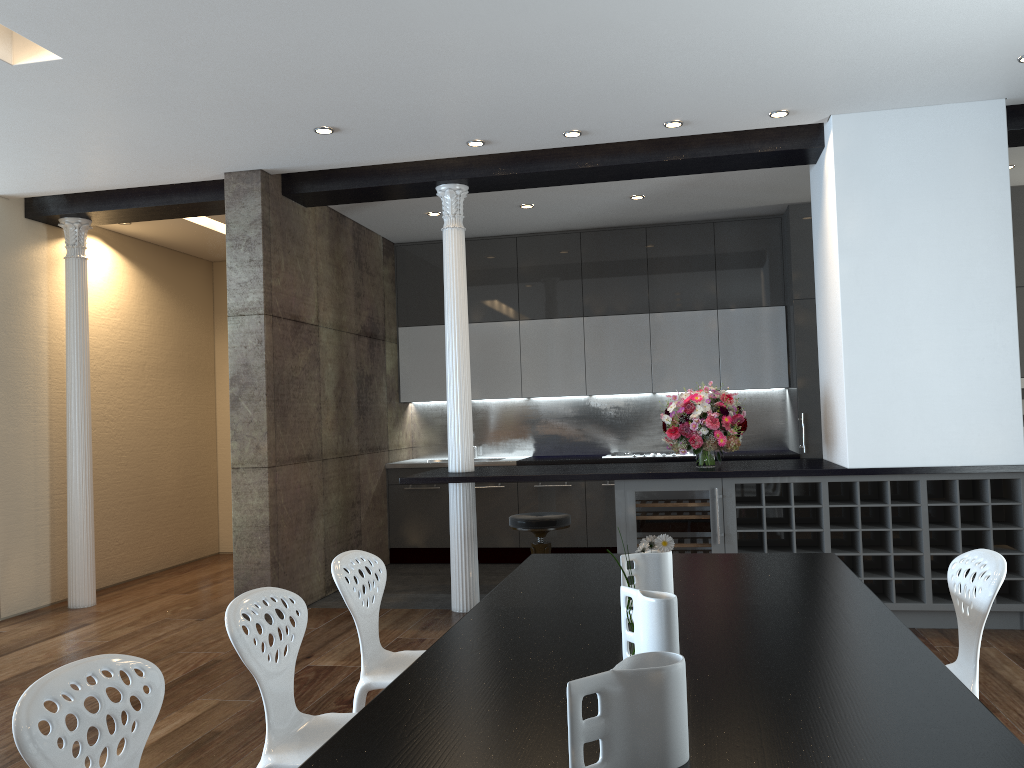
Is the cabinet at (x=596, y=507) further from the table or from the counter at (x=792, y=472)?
the table

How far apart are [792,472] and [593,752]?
3.9m

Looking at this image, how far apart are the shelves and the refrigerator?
0.04m

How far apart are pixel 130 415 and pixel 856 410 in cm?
591

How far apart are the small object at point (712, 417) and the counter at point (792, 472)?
0.0 meters

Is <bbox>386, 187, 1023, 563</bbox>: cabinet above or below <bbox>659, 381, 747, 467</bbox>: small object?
above

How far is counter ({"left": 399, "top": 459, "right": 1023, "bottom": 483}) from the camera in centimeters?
516cm

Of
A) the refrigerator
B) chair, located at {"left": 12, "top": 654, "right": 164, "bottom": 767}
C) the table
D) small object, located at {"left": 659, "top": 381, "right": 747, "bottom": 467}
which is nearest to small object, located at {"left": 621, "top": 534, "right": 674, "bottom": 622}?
the table

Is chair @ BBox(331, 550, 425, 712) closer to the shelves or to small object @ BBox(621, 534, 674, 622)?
small object @ BBox(621, 534, 674, 622)

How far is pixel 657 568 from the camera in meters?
2.4
